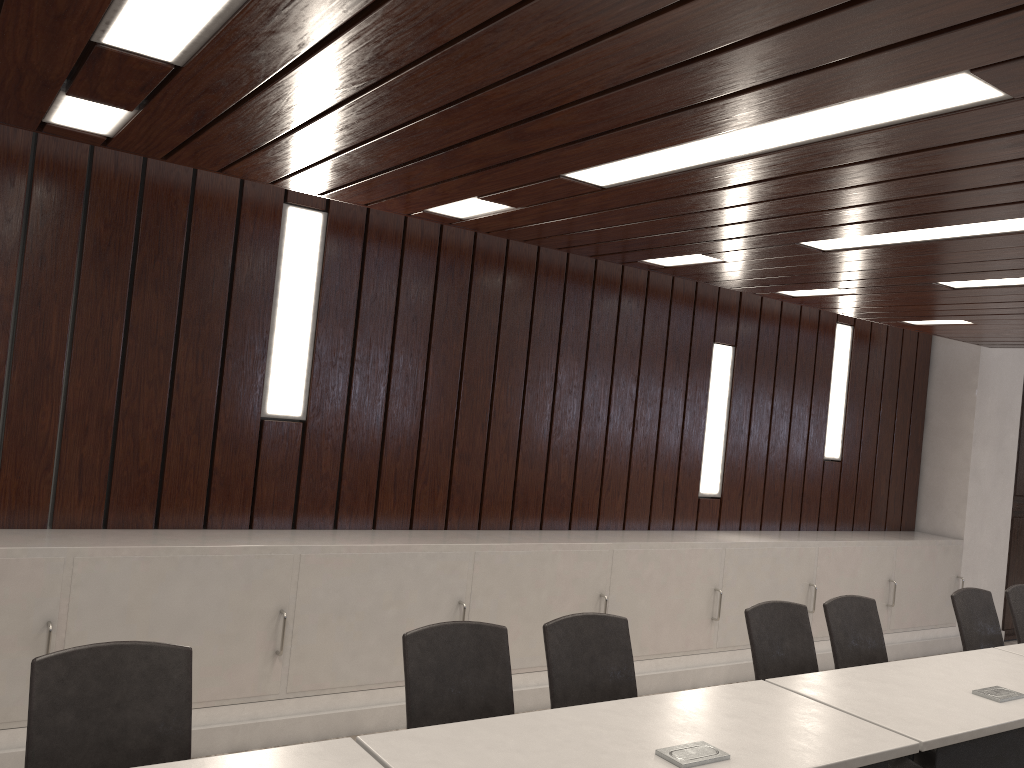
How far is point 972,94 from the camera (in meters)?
2.10

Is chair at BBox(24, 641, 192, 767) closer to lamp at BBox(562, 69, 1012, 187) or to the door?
lamp at BBox(562, 69, 1012, 187)

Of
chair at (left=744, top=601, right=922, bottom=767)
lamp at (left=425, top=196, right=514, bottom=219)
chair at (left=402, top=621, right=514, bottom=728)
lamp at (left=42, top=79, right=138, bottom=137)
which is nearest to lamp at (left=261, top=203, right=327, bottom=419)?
lamp at (left=425, top=196, right=514, bottom=219)

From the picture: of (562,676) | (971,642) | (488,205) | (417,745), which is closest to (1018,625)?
(971,642)

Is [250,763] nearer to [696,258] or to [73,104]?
[73,104]

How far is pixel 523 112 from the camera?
2.5 meters

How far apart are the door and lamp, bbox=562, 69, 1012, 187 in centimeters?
619cm

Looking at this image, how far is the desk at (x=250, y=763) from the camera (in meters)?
1.97

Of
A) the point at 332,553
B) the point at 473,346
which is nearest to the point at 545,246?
the point at 473,346

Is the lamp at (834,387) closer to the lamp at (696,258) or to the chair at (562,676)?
the lamp at (696,258)
